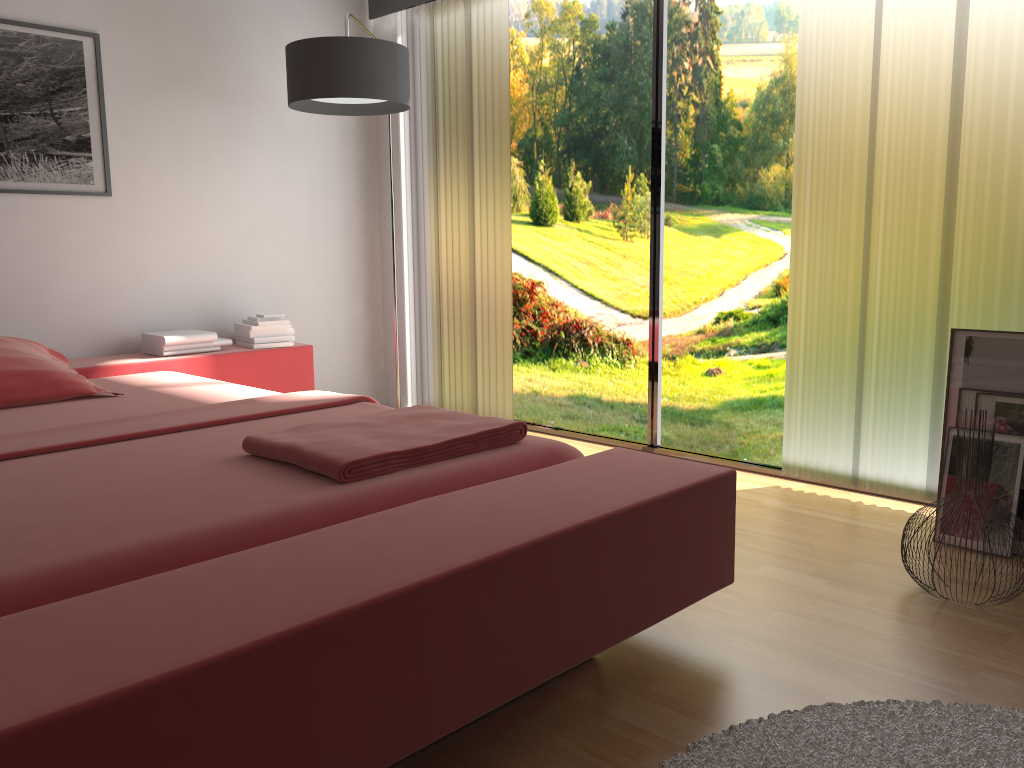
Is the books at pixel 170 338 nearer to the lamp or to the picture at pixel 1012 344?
the lamp

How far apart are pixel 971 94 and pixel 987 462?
1.23m

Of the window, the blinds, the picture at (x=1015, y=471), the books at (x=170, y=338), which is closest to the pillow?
the books at (x=170, y=338)

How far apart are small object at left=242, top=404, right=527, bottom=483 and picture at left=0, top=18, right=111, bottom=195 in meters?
2.2

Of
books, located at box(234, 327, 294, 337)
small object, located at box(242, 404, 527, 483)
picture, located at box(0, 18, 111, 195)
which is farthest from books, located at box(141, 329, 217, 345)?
small object, located at box(242, 404, 527, 483)

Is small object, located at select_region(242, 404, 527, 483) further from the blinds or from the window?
the window

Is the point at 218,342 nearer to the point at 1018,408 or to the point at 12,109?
the point at 12,109

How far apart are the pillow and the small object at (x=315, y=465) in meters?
1.2

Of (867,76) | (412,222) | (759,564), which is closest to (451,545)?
(759,564)

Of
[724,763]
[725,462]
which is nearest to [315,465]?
[724,763]
